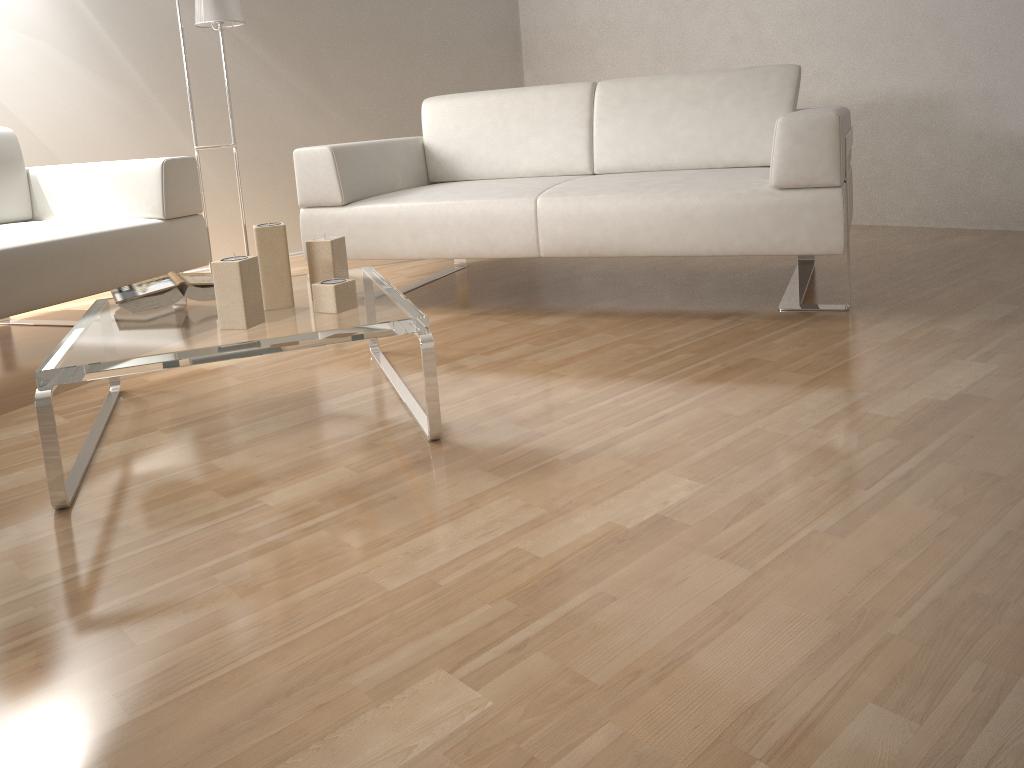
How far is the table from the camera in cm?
156

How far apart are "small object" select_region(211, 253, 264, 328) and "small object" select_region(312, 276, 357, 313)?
0.1m

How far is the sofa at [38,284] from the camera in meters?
2.5 m

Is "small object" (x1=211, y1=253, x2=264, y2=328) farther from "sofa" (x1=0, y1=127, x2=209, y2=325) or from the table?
"sofa" (x1=0, y1=127, x2=209, y2=325)

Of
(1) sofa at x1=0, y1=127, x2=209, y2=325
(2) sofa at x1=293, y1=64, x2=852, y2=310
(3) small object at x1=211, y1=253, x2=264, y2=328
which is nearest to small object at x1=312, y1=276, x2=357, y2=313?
(3) small object at x1=211, y1=253, x2=264, y2=328

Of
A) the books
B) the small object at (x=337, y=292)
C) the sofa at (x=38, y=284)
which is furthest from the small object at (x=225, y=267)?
the sofa at (x=38, y=284)

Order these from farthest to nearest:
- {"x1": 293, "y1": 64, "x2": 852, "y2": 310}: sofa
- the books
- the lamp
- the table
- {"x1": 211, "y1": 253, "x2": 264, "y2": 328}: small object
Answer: the lamp, {"x1": 293, "y1": 64, "x2": 852, "y2": 310}: sofa, the books, {"x1": 211, "y1": 253, "x2": 264, "y2": 328}: small object, the table

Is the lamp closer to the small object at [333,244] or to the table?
the table

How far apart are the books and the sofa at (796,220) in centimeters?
86cm

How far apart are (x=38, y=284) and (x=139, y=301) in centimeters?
70cm
